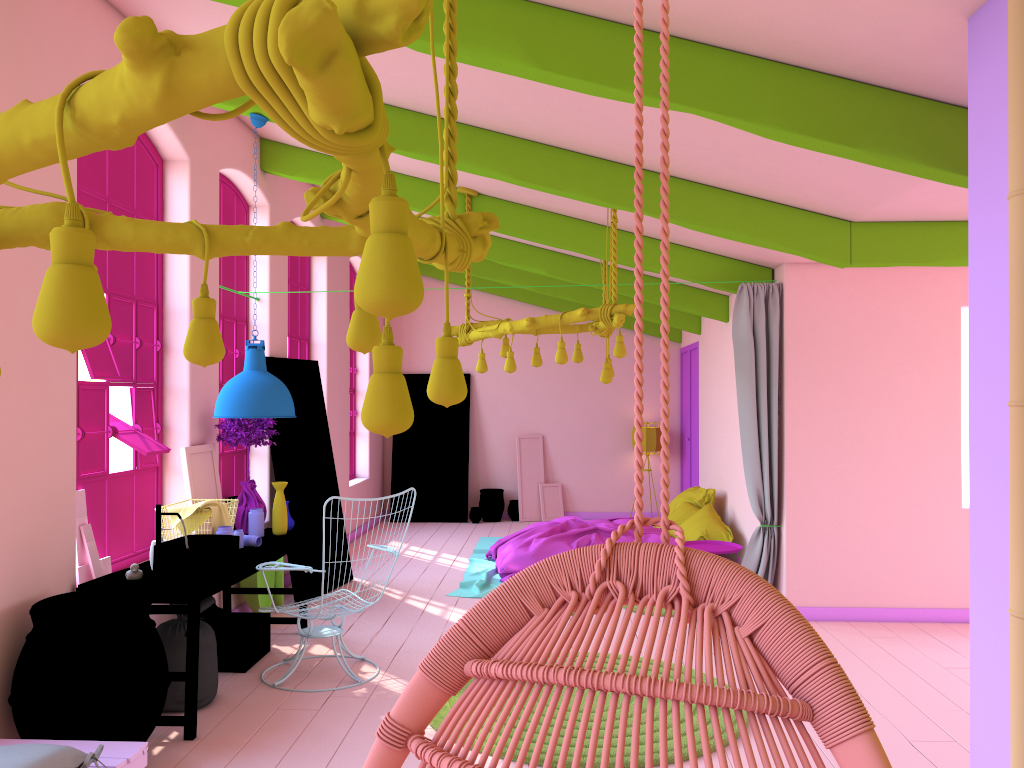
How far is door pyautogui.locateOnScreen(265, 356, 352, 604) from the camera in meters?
8.0

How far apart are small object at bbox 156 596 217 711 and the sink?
0.26m

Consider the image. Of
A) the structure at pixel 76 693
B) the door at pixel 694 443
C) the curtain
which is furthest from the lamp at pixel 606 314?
the door at pixel 694 443

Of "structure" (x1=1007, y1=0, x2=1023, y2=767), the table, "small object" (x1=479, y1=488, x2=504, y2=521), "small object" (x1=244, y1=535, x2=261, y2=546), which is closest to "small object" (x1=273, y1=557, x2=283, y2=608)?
the table

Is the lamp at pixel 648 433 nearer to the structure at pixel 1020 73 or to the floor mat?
the floor mat

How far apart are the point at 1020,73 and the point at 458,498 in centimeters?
1137cm

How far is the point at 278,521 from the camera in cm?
649

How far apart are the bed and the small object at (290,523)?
2.1 meters

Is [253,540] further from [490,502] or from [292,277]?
[490,502]

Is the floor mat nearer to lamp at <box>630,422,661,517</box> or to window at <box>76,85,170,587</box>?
window at <box>76,85,170,587</box>
